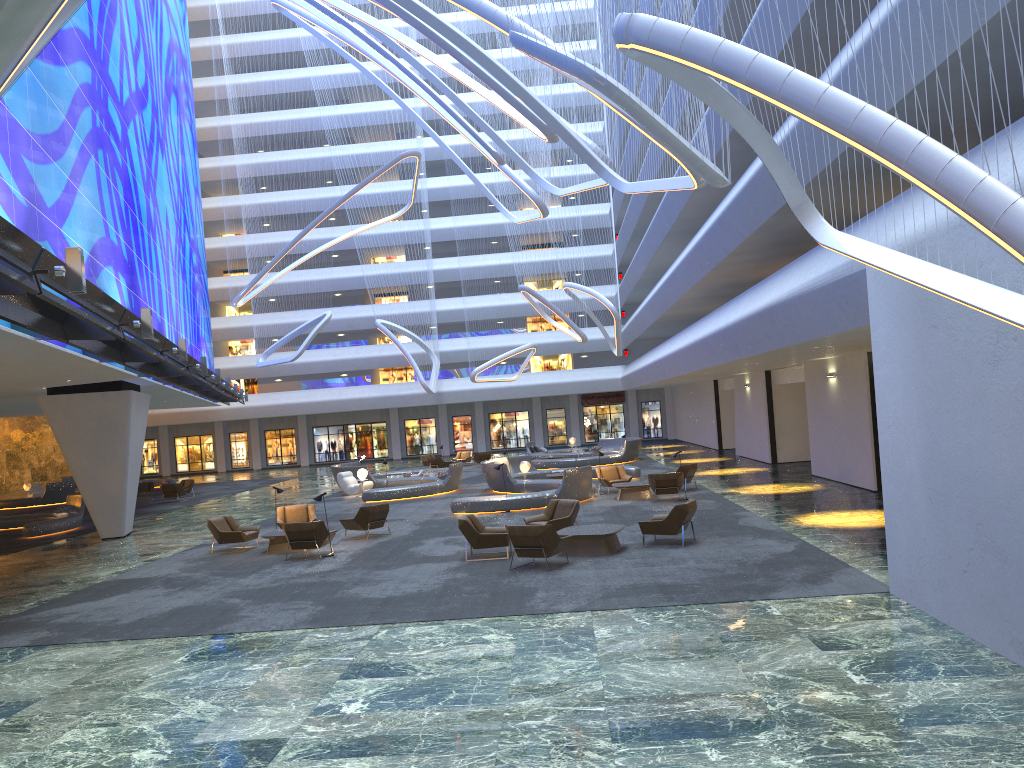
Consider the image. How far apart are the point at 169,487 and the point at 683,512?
26.0 meters

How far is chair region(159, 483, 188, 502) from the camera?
35.4m

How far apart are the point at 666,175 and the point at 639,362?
11.3m

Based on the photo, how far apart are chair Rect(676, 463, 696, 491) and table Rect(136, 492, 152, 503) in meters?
22.8

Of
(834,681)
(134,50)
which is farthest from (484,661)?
(134,50)

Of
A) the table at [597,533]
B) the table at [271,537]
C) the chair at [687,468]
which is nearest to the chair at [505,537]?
the table at [597,533]

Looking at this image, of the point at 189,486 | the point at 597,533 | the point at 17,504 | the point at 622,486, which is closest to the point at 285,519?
the point at 622,486

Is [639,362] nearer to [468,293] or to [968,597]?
[468,293]

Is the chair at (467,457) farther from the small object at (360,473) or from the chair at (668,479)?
the chair at (668,479)

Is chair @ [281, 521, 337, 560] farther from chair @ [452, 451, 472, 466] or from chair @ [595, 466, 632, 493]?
chair @ [452, 451, 472, 466]
